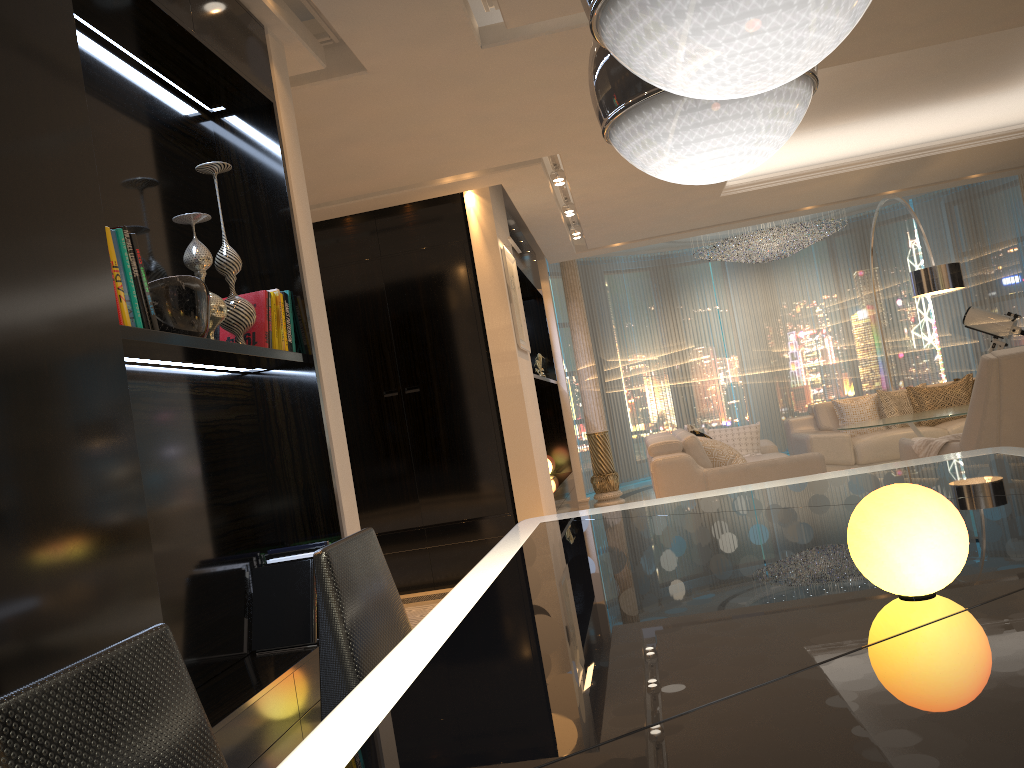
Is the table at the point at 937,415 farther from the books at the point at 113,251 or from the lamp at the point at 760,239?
the books at the point at 113,251

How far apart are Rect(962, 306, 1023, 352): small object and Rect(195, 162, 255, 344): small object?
8.7m

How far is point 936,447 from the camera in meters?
5.2 m

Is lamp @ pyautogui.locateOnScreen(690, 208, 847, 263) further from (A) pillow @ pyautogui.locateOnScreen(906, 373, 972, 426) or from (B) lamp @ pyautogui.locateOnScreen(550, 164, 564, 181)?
(B) lamp @ pyautogui.locateOnScreen(550, 164, 564, 181)

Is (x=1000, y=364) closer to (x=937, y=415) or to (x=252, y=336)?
(x=937, y=415)

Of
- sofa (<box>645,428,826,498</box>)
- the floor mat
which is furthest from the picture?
the floor mat

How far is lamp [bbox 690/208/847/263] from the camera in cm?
1021

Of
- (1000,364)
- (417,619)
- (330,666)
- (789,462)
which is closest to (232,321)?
(330,666)

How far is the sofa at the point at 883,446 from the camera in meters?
7.5 m

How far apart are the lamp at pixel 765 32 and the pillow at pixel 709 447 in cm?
488
